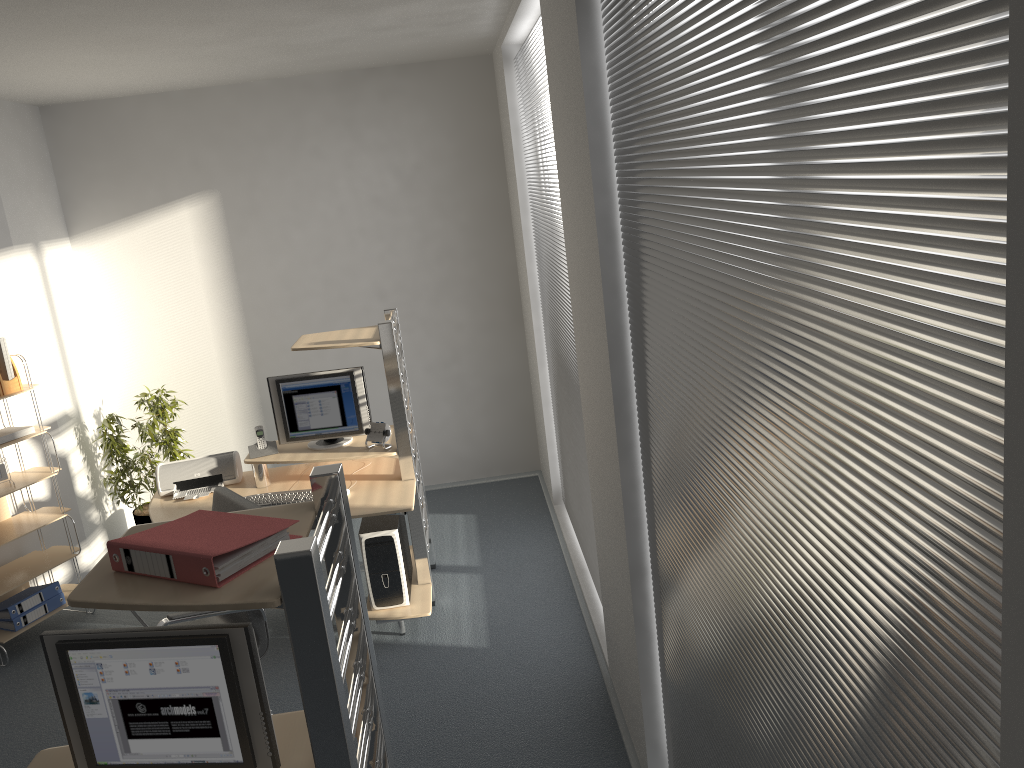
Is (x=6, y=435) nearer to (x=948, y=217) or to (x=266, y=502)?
(x=266, y=502)

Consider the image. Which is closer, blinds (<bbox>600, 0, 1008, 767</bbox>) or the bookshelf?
blinds (<bbox>600, 0, 1008, 767</bbox>)

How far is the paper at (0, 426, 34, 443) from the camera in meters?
4.8

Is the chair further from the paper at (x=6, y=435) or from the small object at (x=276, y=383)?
the paper at (x=6, y=435)

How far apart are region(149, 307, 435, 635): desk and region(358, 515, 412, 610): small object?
0.0m

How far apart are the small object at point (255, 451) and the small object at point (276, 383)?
0.06m

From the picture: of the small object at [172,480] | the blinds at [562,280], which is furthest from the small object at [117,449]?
the blinds at [562,280]

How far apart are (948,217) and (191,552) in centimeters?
152cm

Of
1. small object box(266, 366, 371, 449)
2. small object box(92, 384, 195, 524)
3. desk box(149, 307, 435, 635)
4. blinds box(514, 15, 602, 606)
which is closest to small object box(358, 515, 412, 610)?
desk box(149, 307, 435, 635)

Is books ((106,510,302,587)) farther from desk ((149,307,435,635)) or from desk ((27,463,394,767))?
desk ((149,307,435,635))
